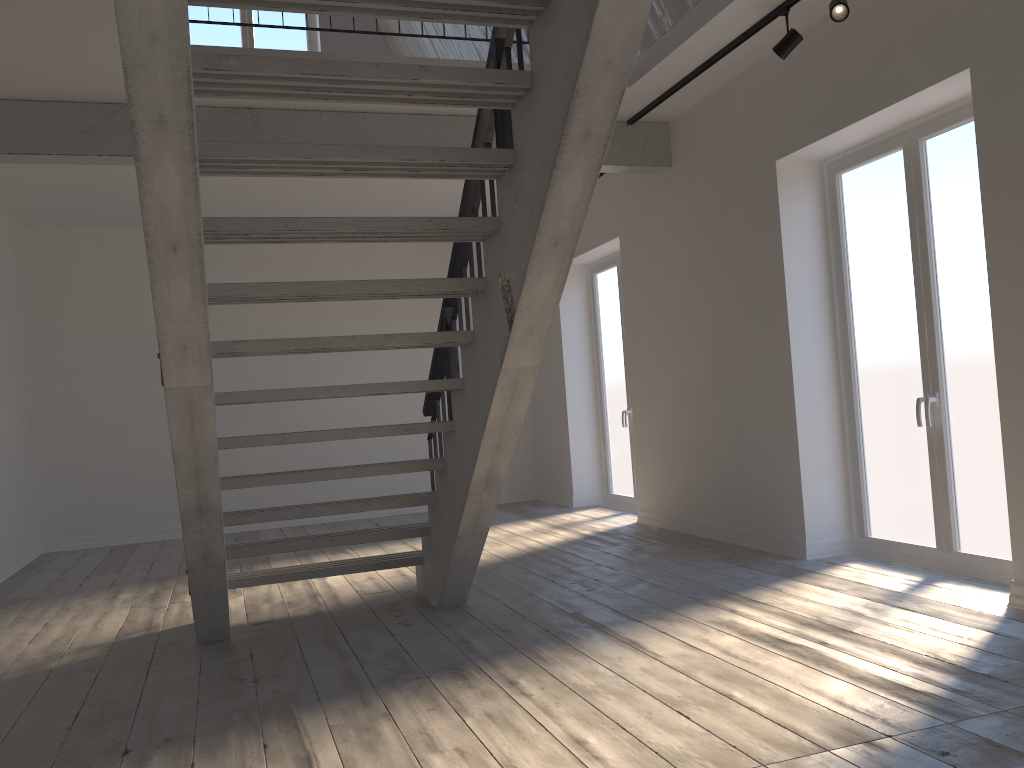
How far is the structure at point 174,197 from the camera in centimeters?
242cm

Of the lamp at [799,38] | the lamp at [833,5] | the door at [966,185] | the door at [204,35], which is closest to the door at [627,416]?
the door at [966,185]

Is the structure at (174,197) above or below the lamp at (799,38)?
below

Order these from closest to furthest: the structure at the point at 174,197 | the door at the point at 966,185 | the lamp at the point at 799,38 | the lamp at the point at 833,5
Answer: the structure at the point at 174,197 < the lamp at the point at 833,5 < the door at the point at 966,185 < the lamp at the point at 799,38

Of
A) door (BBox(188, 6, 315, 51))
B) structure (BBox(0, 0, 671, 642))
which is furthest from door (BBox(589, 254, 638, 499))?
door (BBox(188, 6, 315, 51))

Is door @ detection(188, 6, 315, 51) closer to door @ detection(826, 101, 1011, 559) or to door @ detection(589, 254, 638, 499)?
door @ detection(589, 254, 638, 499)

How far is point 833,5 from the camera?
4.11m

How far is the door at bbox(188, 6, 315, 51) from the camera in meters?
8.9

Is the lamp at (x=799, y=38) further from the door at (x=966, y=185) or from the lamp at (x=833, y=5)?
the door at (x=966, y=185)

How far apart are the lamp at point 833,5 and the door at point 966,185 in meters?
0.8
